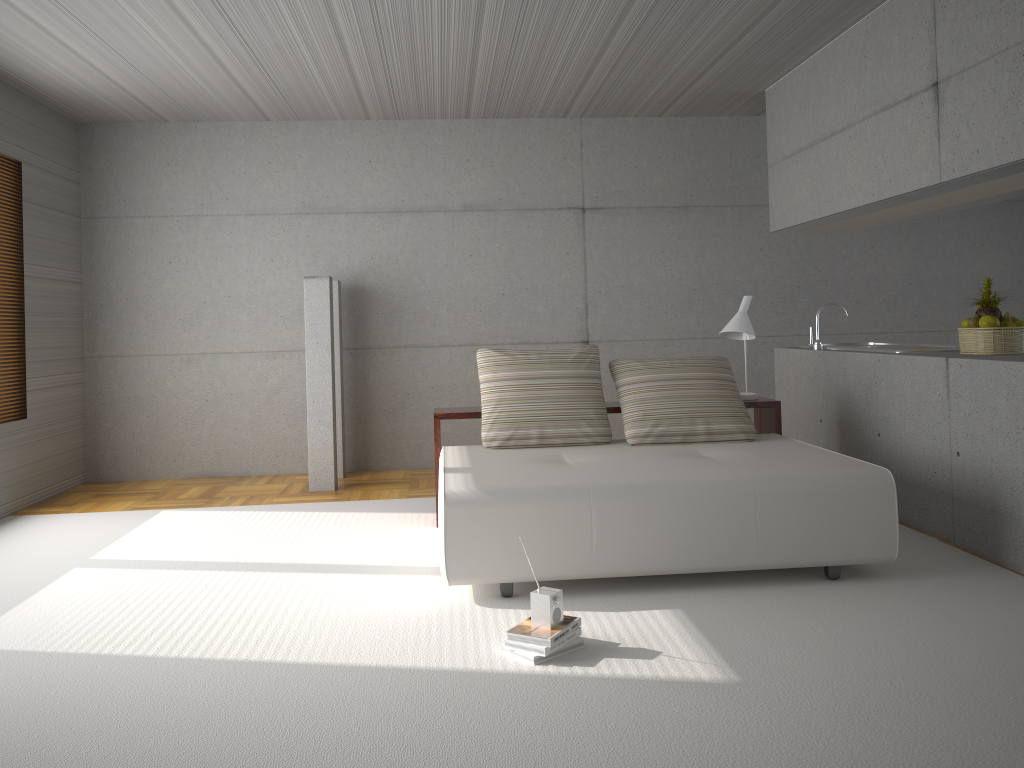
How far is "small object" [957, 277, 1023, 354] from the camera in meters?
4.9

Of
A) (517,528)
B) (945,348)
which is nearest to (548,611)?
(517,528)

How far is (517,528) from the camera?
4.06m

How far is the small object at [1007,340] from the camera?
4.9 meters

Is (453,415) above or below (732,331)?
below

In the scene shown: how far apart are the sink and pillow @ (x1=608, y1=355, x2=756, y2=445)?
1.0 meters

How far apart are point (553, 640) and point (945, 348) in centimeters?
357cm

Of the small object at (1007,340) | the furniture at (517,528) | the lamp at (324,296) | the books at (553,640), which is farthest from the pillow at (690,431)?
the lamp at (324,296)

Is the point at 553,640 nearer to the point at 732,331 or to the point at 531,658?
the point at 531,658

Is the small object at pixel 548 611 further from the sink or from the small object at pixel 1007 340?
the sink
